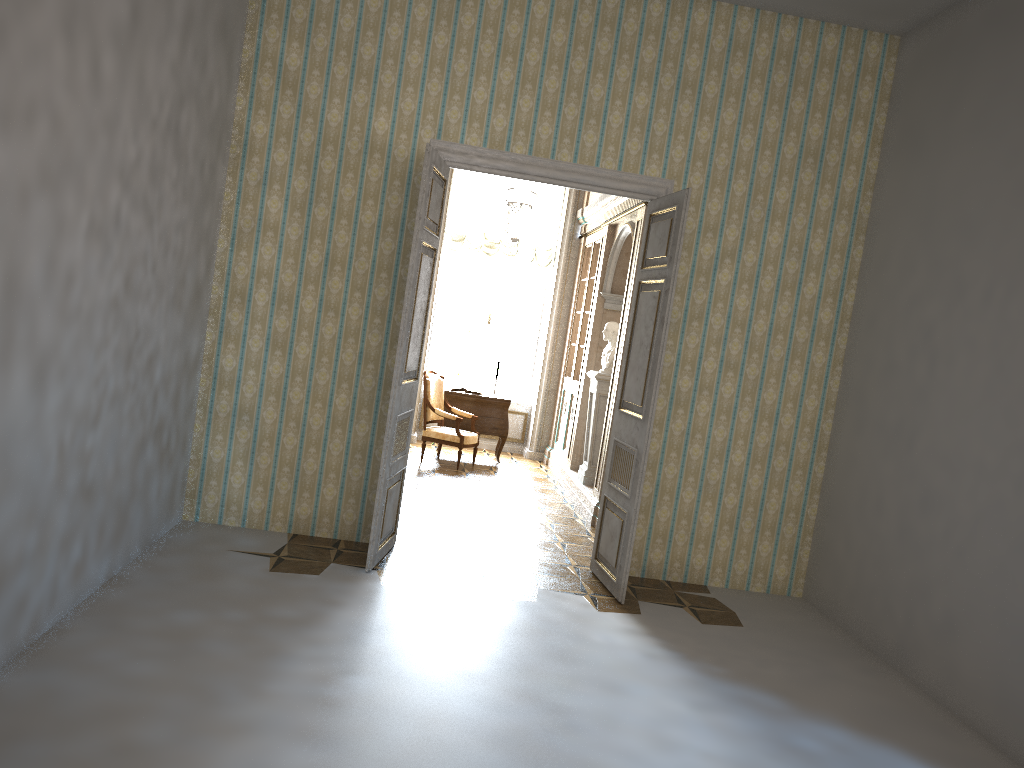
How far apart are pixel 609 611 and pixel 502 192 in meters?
7.2 m

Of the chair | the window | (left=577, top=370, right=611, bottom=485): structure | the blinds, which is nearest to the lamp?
the blinds

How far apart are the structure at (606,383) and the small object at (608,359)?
0.1 meters

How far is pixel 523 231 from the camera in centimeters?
837cm

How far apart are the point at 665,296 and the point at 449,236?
6.21m

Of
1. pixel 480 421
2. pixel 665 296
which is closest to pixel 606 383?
pixel 480 421

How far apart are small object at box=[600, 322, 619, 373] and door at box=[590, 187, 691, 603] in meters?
2.5

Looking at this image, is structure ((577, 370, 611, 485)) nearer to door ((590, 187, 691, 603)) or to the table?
the table

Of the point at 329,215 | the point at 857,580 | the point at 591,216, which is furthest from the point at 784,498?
the point at 591,216

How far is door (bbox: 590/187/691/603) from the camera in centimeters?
559cm
